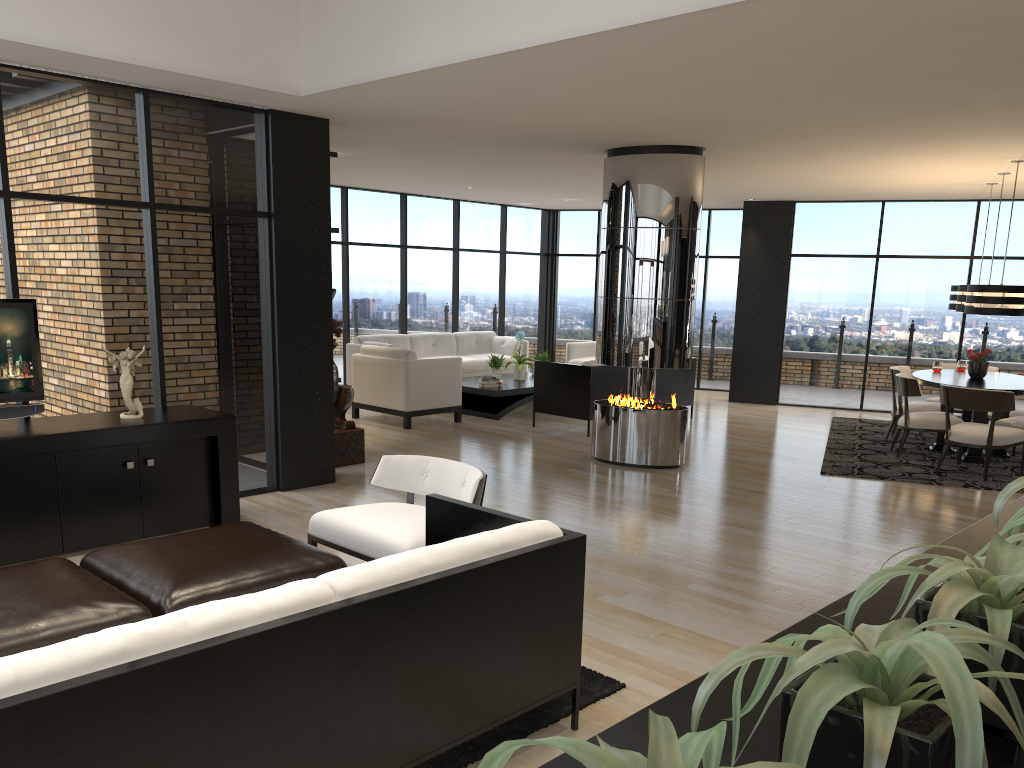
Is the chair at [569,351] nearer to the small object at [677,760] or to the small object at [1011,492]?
the small object at [1011,492]

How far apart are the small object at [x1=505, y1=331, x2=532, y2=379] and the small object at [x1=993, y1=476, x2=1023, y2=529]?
9.54m

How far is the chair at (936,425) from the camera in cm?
836

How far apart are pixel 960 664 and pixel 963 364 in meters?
10.0

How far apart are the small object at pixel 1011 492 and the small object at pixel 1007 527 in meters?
0.2 m

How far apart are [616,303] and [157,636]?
6.2m

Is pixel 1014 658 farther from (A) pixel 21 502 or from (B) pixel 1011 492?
(A) pixel 21 502

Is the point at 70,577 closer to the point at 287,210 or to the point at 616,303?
the point at 287,210

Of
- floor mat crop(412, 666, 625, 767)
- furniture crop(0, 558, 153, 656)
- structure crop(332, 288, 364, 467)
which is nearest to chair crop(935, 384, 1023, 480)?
structure crop(332, 288, 364, 467)

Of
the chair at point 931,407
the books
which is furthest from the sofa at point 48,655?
the chair at point 931,407
